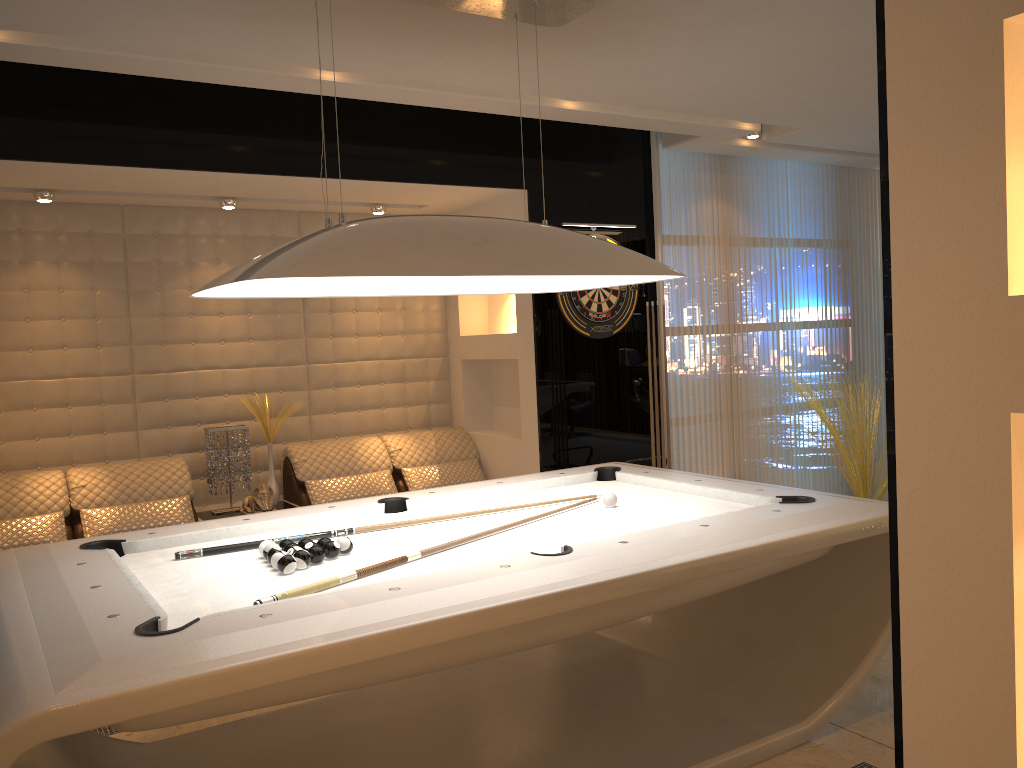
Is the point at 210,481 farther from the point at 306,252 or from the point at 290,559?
the point at 306,252

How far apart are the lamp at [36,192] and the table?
2.0 meters

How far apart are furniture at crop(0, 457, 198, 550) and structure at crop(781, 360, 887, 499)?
4.0m

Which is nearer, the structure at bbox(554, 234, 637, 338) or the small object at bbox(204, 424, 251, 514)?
the small object at bbox(204, 424, 251, 514)

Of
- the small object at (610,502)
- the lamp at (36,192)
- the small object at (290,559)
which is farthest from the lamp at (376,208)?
the small object at (290,559)

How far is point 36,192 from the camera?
4.69m

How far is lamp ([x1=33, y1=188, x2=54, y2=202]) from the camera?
4.69m

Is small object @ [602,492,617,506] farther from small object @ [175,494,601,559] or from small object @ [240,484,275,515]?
small object @ [240,484,275,515]

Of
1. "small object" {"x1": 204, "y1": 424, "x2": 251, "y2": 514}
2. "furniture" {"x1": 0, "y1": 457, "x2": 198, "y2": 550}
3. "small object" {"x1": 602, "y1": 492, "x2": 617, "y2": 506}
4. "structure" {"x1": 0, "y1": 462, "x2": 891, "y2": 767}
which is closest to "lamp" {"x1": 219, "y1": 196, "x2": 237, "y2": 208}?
"small object" {"x1": 204, "y1": 424, "x2": 251, "y2": 514}

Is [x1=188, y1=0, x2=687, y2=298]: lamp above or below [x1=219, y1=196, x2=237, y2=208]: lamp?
below
